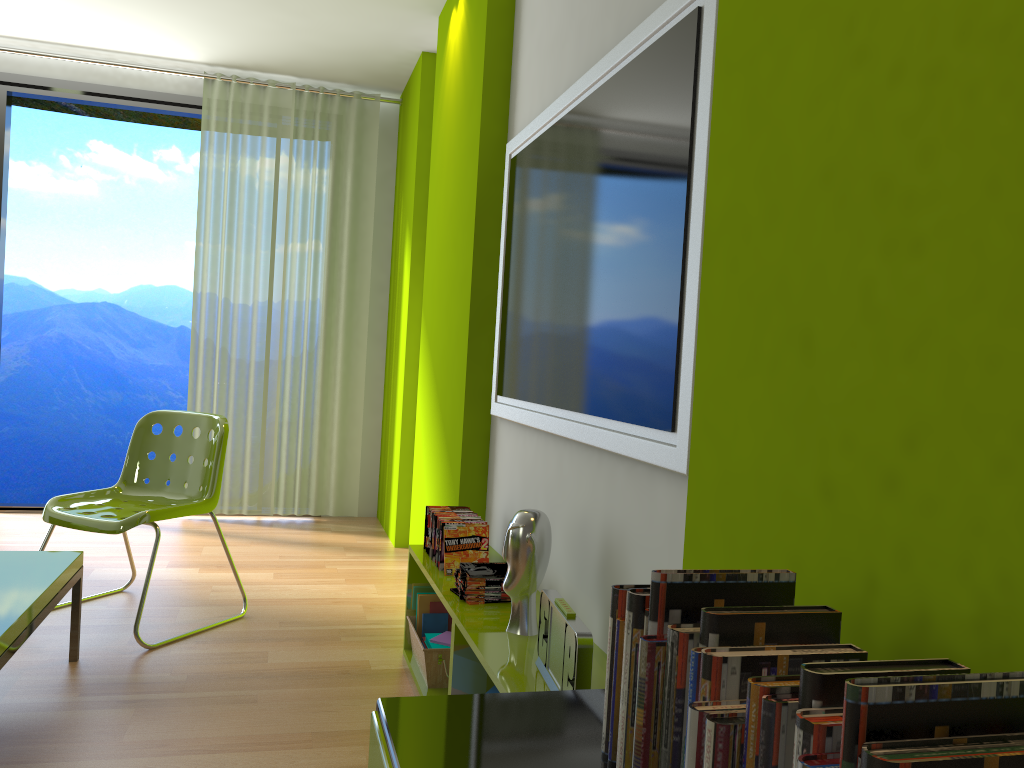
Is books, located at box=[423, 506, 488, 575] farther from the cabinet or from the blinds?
the blinds

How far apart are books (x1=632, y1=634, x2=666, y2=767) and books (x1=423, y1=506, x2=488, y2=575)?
1.80m

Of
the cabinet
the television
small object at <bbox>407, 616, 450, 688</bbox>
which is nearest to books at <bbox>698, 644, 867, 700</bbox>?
the cabinet

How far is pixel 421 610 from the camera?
3.0m

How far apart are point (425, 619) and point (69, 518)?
1.3 meters

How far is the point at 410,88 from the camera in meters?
5.1

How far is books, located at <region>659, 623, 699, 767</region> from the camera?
0.9 meters

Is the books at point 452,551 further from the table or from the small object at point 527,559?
the table

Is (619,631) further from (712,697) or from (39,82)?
(39,82)

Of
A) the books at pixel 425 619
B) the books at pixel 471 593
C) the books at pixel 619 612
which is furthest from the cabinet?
the books at pixel 425 619
